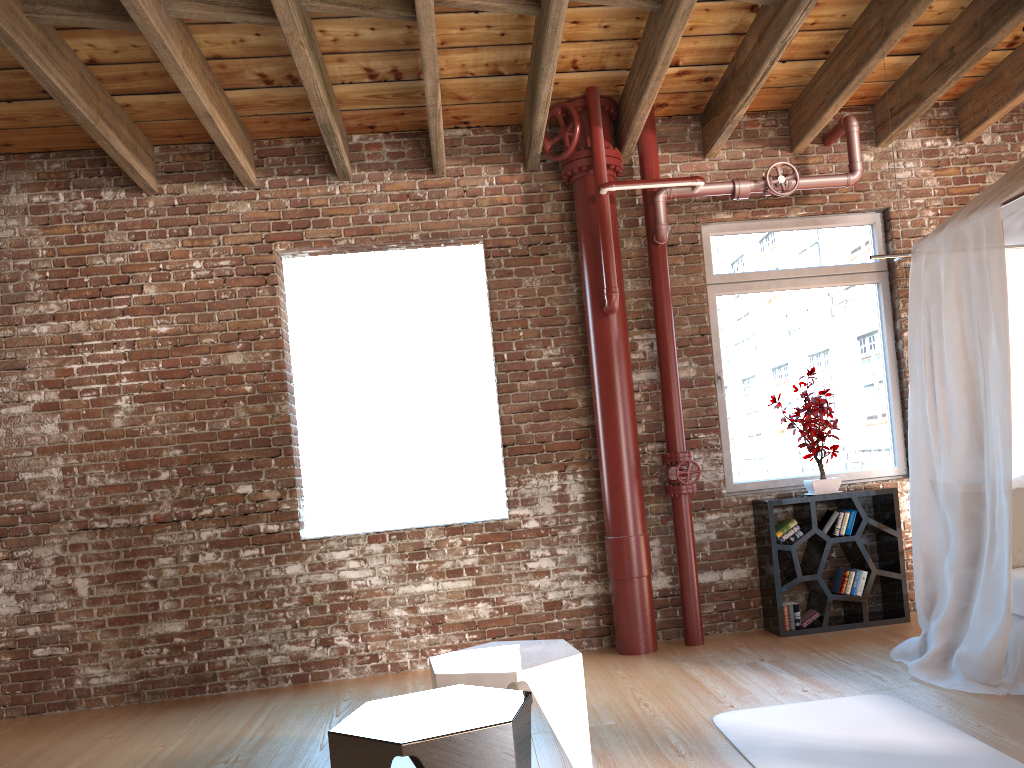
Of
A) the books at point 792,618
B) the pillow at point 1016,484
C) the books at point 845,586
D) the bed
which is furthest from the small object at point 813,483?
the pillow at point 1016,484

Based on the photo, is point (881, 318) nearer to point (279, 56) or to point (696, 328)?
point (696, 328)

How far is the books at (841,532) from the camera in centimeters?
536cm

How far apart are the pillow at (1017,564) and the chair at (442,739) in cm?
266

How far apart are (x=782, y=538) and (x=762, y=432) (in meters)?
0.76

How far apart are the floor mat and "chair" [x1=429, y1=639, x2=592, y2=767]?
0.6m

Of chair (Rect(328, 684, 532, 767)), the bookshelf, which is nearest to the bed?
A: the bookshelf

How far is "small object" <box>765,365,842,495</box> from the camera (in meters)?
5.39

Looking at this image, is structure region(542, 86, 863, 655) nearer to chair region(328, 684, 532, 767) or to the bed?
the bed

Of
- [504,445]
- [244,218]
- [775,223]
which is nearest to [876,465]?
[775,223]
